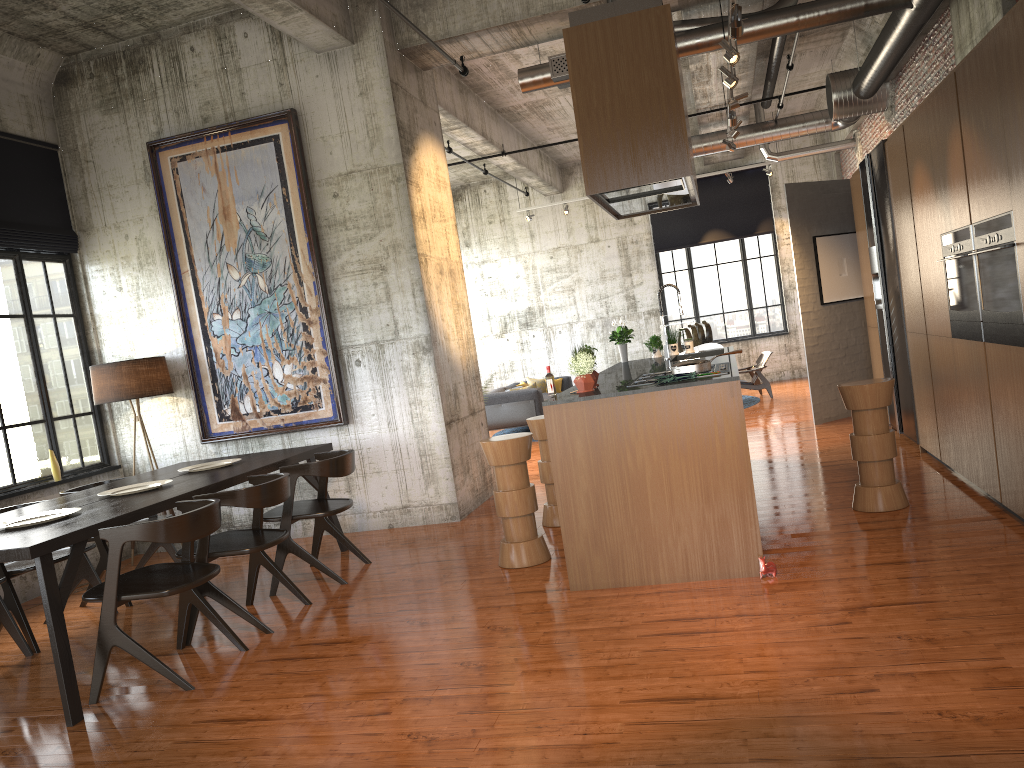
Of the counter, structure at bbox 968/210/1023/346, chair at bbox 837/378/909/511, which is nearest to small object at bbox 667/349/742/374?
the counter

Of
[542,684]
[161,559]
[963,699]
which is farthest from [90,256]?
[963,699]

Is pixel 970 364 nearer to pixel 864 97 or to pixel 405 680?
pixel 405 680

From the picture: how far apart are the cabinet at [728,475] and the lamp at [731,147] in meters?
6.6 m

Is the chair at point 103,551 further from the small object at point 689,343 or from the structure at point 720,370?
the small object at point 689,343

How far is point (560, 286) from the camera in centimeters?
1956cm

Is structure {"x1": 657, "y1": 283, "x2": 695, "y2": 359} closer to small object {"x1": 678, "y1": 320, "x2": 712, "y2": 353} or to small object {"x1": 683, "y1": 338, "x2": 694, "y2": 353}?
small object {"x1": 683, "y1": 338, "x2": 694, "y2": 353}

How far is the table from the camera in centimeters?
475cm

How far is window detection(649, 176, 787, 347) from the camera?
18.6m

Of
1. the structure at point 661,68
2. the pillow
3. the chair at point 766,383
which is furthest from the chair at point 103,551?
the chair at point 766,383
